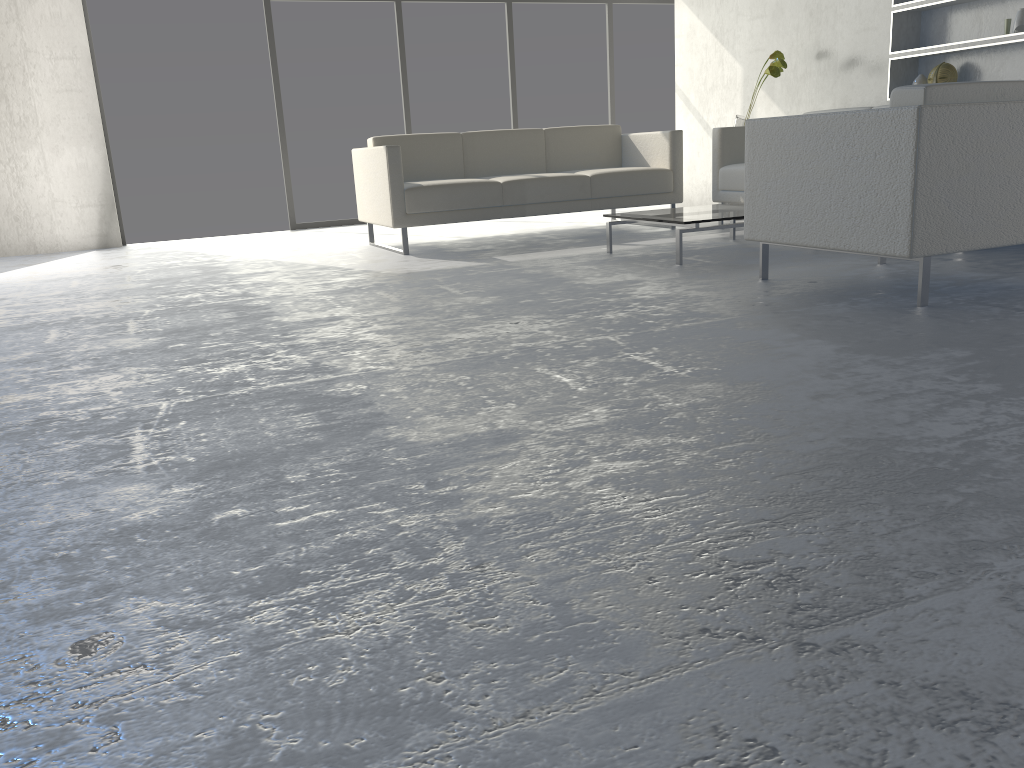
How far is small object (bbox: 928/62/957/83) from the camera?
4.85m

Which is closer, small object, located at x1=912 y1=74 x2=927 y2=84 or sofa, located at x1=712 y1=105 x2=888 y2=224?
small object, located at x1=912 y1=74 x2=927 y2=84

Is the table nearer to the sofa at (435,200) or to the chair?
the chair

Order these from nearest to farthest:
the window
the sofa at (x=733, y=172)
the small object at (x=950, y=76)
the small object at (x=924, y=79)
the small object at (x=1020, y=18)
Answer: the small object at (x=1020, y=18) → the small object at (x=950, y=76) → the small object at (x=924, y=79) → the sofa at (x=733, y=172) → the window

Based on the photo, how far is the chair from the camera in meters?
2.6 m

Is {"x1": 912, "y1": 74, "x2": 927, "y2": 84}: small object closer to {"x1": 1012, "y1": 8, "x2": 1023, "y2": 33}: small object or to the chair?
{"x1": 1012, "y1": 8, "x2": 1023, "y2": 33}: small object

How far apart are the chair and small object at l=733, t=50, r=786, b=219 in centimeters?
223cm

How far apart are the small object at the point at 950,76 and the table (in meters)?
1.41

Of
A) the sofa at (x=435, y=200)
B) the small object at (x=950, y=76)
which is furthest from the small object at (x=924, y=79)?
the sofa at (x=435, y=200)

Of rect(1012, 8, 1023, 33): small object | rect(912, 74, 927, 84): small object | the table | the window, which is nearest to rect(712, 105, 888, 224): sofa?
the table
